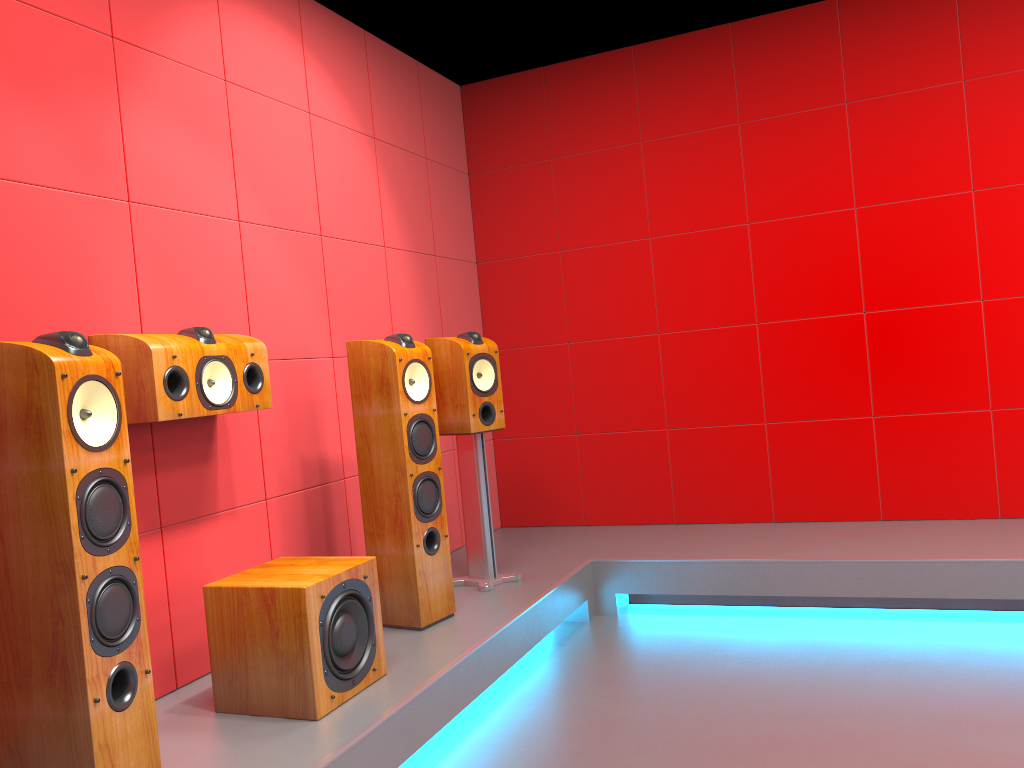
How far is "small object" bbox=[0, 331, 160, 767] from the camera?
1.8m

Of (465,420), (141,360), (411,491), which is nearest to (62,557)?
(141,360)

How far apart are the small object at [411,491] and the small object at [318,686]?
0.4 meters

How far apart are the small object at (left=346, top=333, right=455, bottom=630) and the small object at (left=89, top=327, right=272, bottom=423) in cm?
40

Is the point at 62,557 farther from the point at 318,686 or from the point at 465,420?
the point at 465,420

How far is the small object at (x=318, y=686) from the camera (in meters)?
2.37

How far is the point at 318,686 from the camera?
2.4 meters

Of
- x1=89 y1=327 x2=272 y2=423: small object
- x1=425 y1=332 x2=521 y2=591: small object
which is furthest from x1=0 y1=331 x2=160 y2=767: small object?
x1=425 y1=332 x2=521 y2=591: small object

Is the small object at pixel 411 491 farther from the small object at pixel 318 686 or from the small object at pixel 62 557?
the small object at pixel 62 557

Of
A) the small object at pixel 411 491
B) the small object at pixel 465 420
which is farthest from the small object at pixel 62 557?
the small object at pixel 465 420
